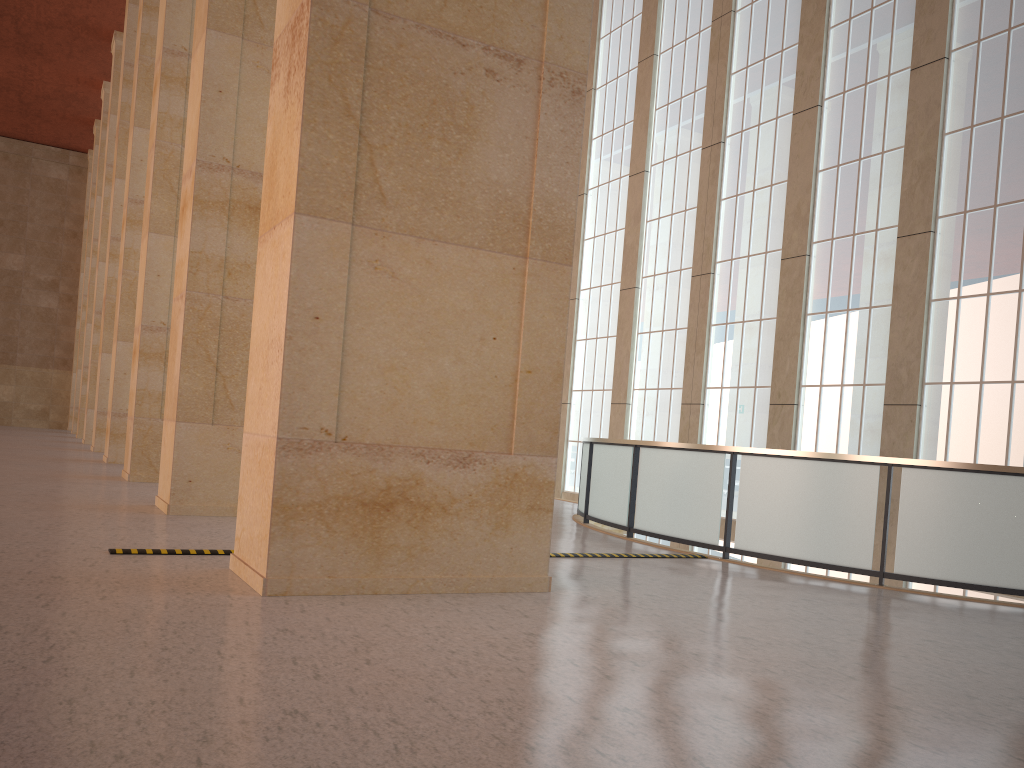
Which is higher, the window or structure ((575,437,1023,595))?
the window

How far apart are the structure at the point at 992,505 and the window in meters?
2.6 m

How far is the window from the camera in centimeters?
1682cm

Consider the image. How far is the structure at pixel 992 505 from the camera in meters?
11.4

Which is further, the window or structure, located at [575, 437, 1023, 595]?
the window

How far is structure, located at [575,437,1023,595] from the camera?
11.36m

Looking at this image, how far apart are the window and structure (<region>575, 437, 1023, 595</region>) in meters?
2.6
